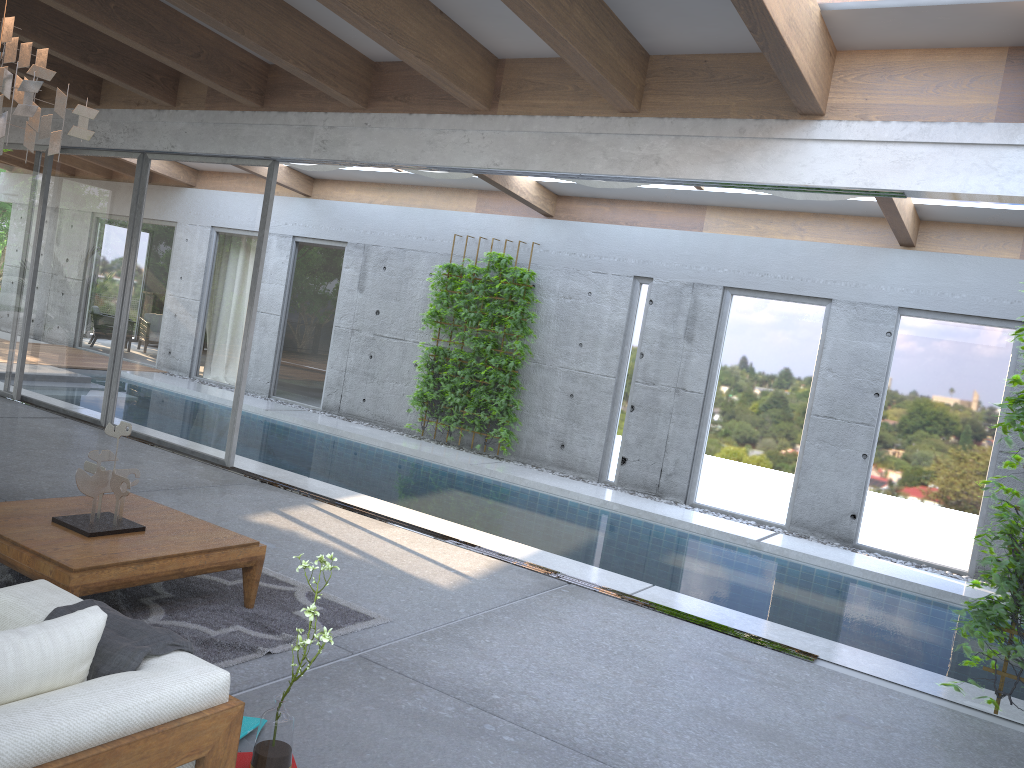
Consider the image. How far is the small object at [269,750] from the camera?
Answer: 2.7m

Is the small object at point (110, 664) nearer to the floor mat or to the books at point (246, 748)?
the books at point (246, 748)

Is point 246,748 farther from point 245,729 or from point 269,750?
point 269,750

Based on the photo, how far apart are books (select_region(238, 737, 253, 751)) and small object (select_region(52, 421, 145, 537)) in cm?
148

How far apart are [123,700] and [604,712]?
2.28m

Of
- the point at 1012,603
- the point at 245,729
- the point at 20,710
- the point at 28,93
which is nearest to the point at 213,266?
the point at 28,93

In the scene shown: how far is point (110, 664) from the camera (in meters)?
2.45

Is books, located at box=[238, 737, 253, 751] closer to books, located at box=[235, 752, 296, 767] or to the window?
books, located at box=[235, 752, 296, 767]

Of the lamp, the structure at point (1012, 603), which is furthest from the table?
the structure at point (1012, 603)

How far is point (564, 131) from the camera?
6.0 meters
